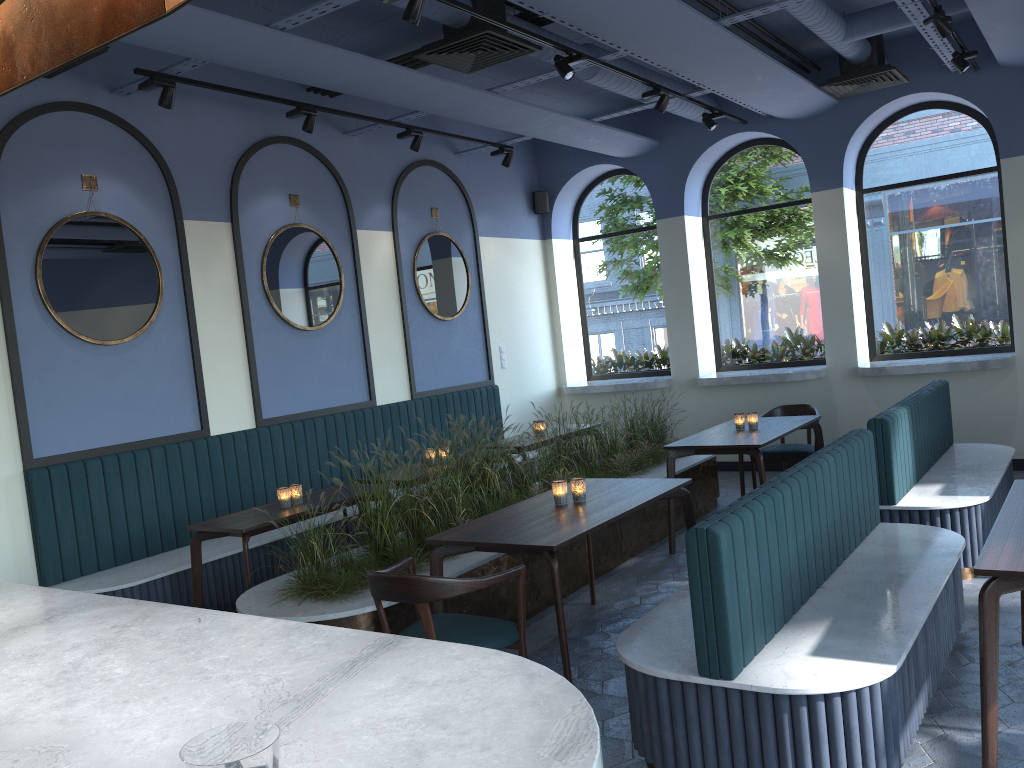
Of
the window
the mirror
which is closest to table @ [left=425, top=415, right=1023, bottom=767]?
the window

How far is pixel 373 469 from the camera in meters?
7.5

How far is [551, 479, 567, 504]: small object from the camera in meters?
4.5

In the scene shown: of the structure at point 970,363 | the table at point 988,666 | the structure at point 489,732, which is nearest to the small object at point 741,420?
the table at point 988,666

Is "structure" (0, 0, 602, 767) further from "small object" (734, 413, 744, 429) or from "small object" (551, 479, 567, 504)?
"small object" (734, 413, 744, 429)

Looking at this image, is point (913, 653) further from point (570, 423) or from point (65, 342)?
point (570, 423)

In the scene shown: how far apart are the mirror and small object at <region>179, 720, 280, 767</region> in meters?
5.0

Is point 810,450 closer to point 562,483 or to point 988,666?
point 562,483

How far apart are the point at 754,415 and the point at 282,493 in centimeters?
341cm

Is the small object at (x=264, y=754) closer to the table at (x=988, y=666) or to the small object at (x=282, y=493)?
the table at (x=988, y=666)
